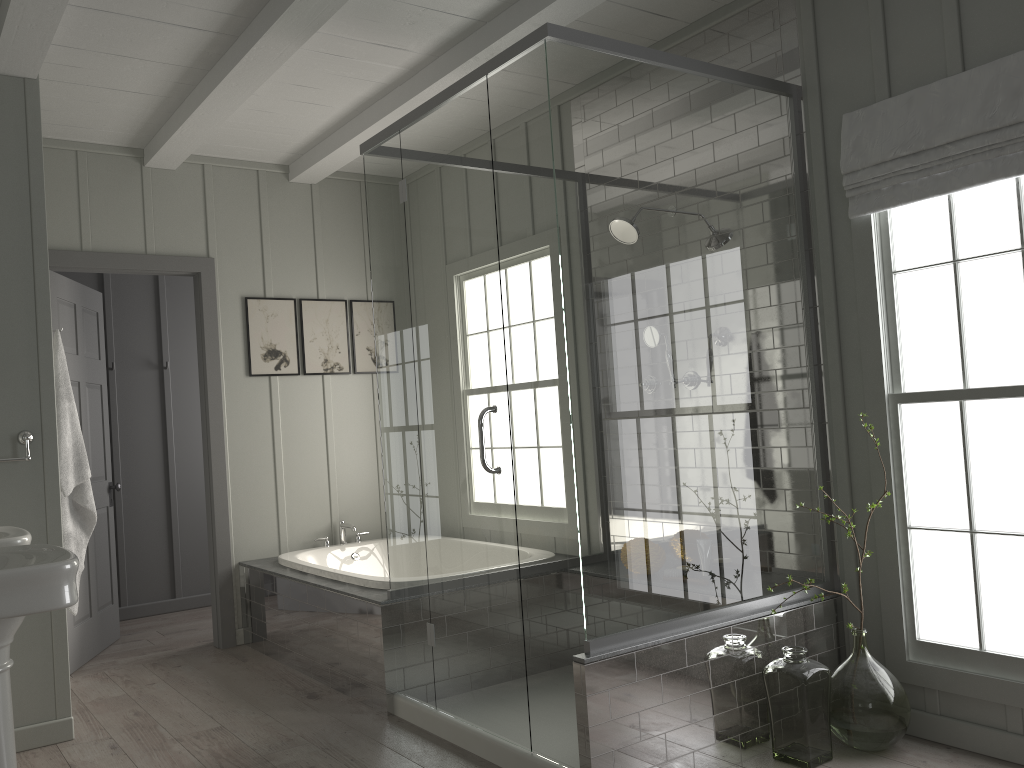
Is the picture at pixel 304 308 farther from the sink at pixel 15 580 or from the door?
the sink at pixel 15 580

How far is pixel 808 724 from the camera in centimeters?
284cm

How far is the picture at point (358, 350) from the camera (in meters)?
5.44

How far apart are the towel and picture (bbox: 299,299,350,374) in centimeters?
170cm

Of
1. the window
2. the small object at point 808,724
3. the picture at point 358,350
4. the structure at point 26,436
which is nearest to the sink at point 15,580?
the structure at point 26,436

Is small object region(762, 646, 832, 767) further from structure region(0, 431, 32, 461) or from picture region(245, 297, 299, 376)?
picture region(245, 297, 299, 376)

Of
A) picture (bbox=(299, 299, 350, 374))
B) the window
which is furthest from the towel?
the window

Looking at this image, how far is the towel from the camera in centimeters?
356cm

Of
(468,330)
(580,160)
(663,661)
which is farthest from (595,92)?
(663,661)

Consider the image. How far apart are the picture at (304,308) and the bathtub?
0.9 meters
